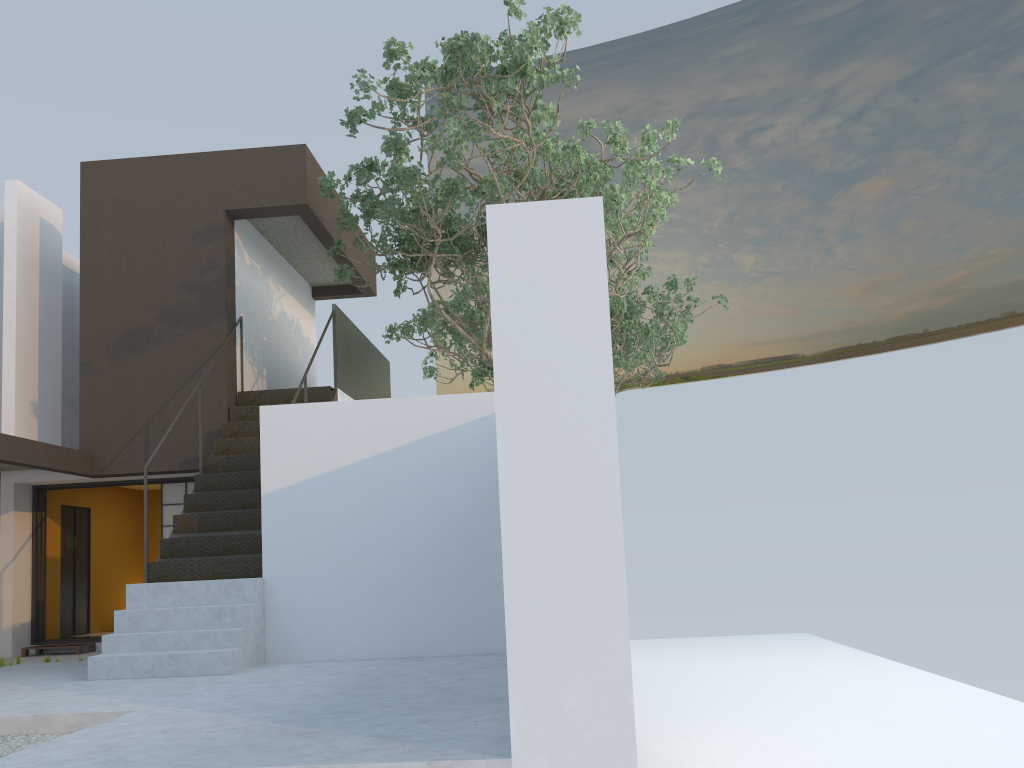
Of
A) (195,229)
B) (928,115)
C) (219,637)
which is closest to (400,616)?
(219,637)

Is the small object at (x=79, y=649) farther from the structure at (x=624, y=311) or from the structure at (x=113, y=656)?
the structure at (x=624, y=311)

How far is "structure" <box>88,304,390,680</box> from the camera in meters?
6.8 m

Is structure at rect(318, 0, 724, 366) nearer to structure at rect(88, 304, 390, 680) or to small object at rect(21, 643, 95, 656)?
structure at rect(88, 304, 390, 680)

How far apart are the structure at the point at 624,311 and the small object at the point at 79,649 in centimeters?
683cm

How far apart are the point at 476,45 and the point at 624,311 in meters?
7.6 m

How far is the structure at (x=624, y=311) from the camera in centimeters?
1468cm

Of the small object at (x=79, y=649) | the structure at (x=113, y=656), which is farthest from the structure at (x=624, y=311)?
the small object at (x=79, y=649)

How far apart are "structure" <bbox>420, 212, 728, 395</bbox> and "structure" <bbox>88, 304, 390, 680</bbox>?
1.6 meters

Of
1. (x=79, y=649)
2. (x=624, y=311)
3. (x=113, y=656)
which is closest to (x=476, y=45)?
(x=113, y=656)
